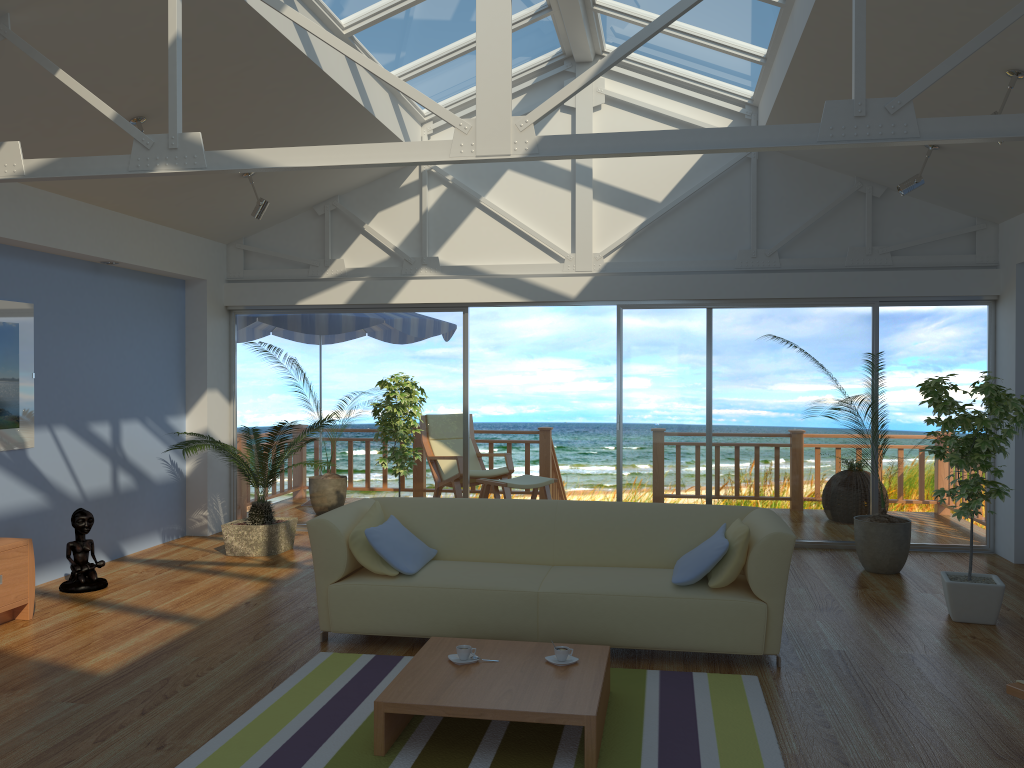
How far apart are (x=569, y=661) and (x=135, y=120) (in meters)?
3.91

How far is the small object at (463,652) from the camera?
3.6m

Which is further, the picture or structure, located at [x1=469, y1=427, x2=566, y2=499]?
structure, located at [x1=469, y1=427, x2=566, y2=499]

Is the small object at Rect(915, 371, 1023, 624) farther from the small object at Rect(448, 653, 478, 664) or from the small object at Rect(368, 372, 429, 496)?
the small object at Rect(368, 372, 429, 496)

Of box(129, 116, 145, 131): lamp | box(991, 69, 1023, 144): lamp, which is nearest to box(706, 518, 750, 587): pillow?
box(991, 69, 1023, 144): lamp

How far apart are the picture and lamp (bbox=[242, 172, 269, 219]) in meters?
1.7 m

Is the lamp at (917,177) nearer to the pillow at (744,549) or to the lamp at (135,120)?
the pillow at (744,549)

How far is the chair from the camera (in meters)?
8.58

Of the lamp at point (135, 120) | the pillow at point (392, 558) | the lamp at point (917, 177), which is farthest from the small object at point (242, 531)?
the lamp at point (917, 177)

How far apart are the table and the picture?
3.3 meters
